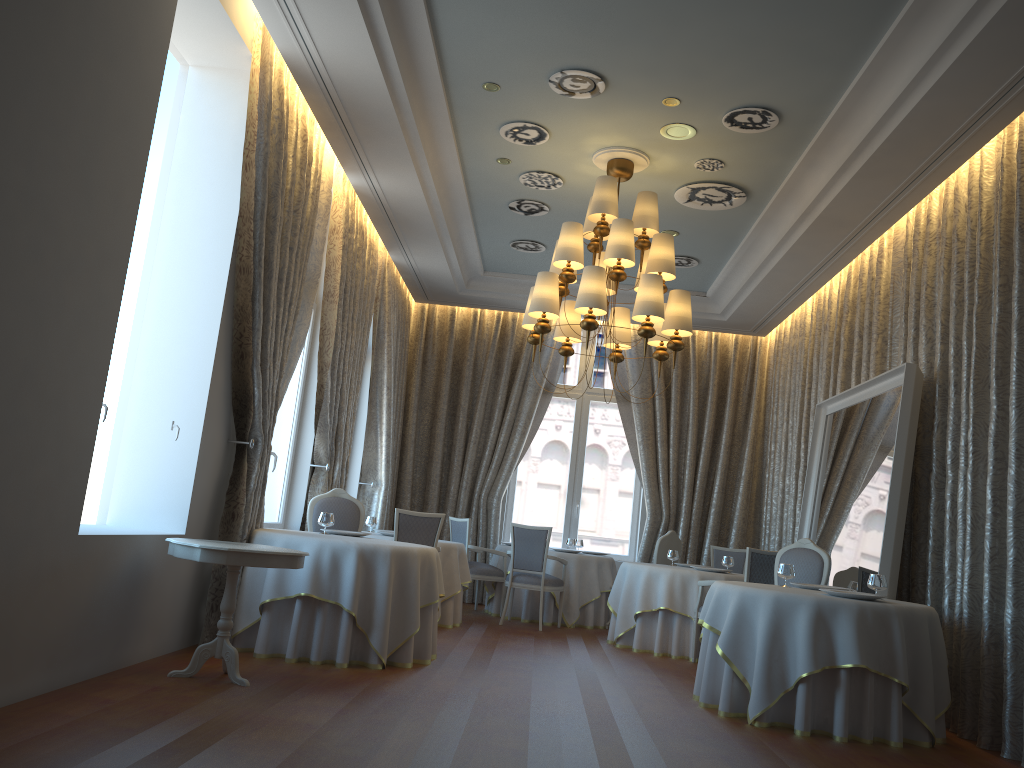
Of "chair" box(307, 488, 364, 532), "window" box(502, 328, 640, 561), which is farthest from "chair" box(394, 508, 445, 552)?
"window" box(502, 328, 640, 561)

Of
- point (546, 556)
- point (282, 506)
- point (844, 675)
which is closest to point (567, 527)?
point (546, 556)

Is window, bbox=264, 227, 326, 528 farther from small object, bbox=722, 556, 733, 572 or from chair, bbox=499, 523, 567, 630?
small object, bbox=722, 556, 733, 572

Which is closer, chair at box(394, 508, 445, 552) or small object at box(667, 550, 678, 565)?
chair at box(394, 508, 445, 552)

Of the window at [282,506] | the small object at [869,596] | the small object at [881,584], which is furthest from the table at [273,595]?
the small object at [881,584]

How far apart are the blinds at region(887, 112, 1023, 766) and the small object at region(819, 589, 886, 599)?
0.8m

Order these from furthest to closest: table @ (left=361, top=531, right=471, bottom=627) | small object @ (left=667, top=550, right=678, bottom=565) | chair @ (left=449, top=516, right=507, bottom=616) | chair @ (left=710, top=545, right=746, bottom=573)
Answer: chair @ (left=710, top=545, right=746, bottom=573) → chair @ (left=449, top=516, right=507, bottom=616) → small object @ (left=667, top=550, right=678, bottom=565) → table @ (left=361, top=531, right=471, bottom=627)

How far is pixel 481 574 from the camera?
10.4m

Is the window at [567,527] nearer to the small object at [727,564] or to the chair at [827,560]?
the small object at [727,564]

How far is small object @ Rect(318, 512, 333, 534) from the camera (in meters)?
6.88
